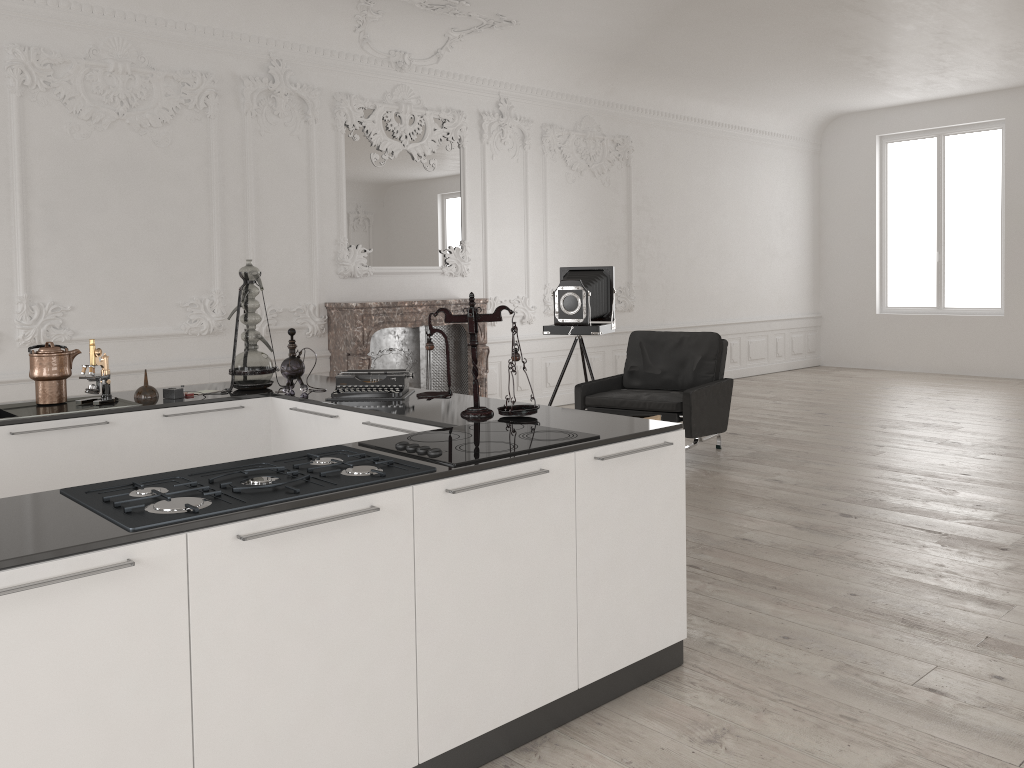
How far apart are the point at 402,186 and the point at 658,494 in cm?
581

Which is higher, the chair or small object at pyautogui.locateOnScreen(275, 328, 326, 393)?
small object at pyautogui.locateOnScreen(275, 328, 326, 393)

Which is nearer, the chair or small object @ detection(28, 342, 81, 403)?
small object @ detection(28, 342, 81, 403)

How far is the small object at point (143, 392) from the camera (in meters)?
4.18

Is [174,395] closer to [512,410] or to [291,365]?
[291,365]

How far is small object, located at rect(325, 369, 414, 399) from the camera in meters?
4.0

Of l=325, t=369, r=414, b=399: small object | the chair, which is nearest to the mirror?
the chair

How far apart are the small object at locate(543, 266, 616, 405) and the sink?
4.16m

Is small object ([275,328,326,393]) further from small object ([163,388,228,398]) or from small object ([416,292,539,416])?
small object ([416,292,539,416])

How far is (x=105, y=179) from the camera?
6.48m
